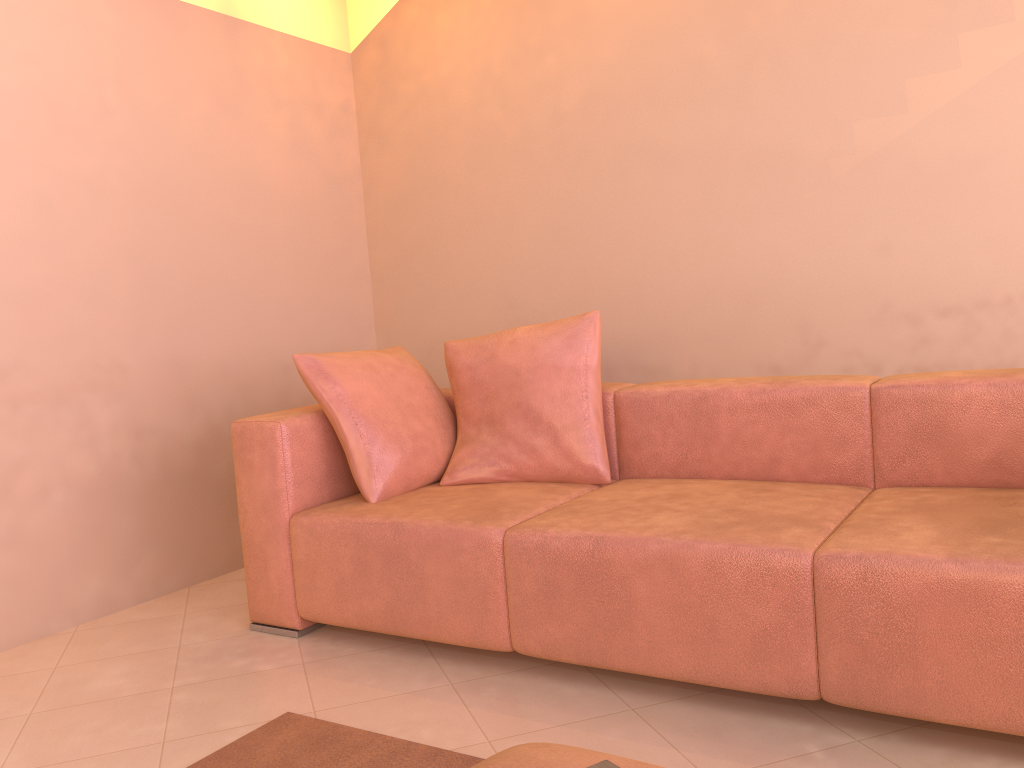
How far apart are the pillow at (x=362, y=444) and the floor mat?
0.70m

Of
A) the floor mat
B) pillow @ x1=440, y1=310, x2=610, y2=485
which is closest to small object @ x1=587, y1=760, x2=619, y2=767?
the floor mat

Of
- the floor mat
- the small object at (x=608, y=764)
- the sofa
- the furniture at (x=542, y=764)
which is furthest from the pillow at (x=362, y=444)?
the small object at (x=608, y=764)

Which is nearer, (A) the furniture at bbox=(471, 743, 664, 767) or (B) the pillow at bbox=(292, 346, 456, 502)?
(A) the furniture at bbox=(471, 743, 664, 767)

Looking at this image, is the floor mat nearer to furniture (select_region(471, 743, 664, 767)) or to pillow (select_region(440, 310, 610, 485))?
furniture (select_region(471, 743, 664, 767))

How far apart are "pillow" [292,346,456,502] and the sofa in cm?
3

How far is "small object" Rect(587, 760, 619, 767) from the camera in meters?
1.0 m

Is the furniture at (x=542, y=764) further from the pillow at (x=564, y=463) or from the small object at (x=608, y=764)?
the pillow at (x=564, y=463)

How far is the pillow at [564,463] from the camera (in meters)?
2.69

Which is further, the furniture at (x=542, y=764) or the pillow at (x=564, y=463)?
the pillow at (x=564, y=463)
